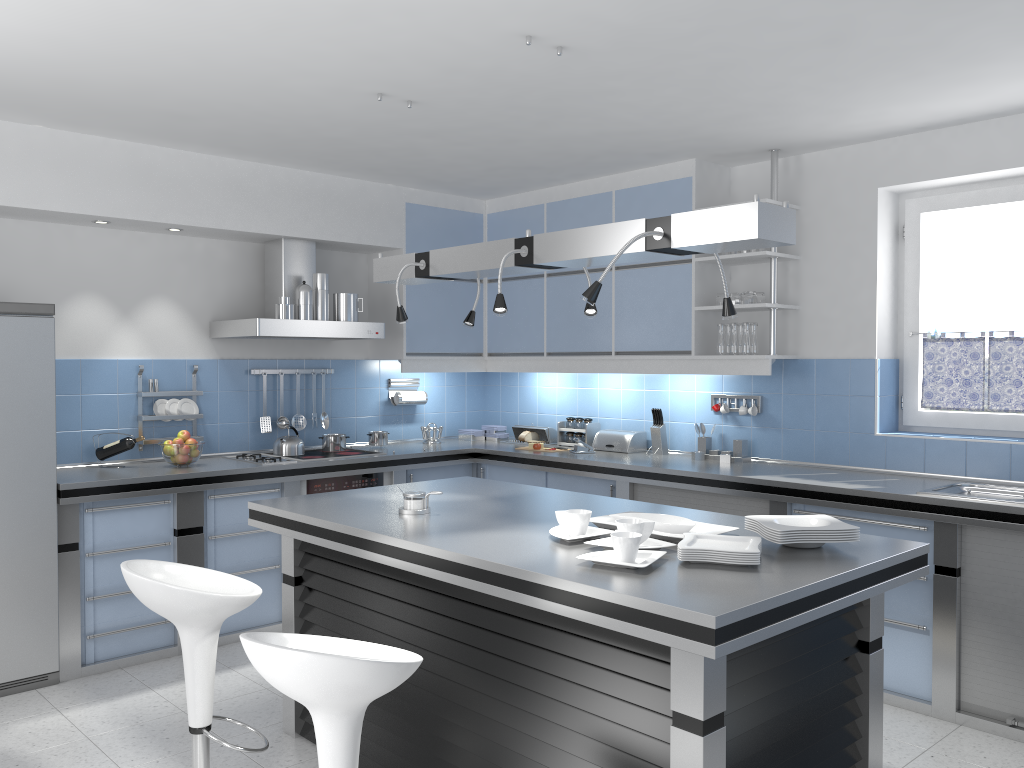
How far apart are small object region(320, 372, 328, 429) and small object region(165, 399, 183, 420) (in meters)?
1.00

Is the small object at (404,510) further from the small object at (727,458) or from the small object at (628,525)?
the small object at (727,458)

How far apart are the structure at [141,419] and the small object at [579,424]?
2.48m

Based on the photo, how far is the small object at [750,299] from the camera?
4.93m

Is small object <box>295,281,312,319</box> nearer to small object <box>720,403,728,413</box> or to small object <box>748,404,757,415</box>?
small object <box>720,403,728,413</box>

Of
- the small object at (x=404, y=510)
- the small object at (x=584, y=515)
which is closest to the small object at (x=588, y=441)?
the small object at (x=404, y=510)

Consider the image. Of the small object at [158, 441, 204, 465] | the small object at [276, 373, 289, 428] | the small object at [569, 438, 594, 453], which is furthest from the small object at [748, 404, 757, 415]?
the small object at [158, 441, 204, 465]

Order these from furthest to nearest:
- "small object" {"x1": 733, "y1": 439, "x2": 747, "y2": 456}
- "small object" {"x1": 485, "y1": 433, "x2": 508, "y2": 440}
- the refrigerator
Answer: "small object" {"x1": 485, "y1": 433, "x2": 508, "y2": 440} < "small object" {"x1": 733, "y1": 439, "x2": 747, "y2": 456} < the refrigerator

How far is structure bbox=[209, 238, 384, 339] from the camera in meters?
5.1 m

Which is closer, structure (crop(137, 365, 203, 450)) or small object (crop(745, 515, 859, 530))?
small object (crop(745, 515, 859, 530))
